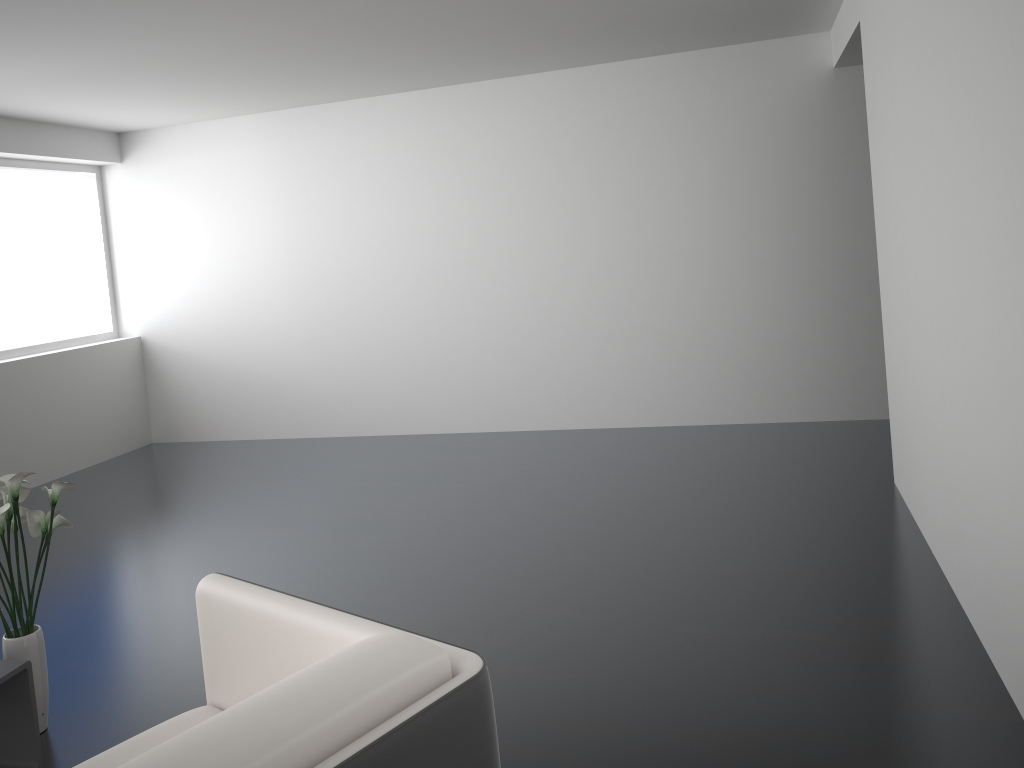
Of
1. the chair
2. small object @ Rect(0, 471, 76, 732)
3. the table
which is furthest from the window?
the chair

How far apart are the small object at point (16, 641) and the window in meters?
3.6

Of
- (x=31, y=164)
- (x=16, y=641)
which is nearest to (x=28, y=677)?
(x=16, y=641)

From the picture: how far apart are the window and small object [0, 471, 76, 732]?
3.6m

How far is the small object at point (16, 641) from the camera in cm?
271

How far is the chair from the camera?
1.3 meters

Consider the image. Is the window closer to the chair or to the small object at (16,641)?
the small object at (16,641)

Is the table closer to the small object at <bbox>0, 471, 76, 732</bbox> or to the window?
the small object at <bbox>0, 471, 76, 732</bbox>

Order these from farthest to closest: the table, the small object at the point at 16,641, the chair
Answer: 1. the small object at the point at 16,641
2. the table
3. the chair

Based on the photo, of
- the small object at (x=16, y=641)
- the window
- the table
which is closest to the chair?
the table
